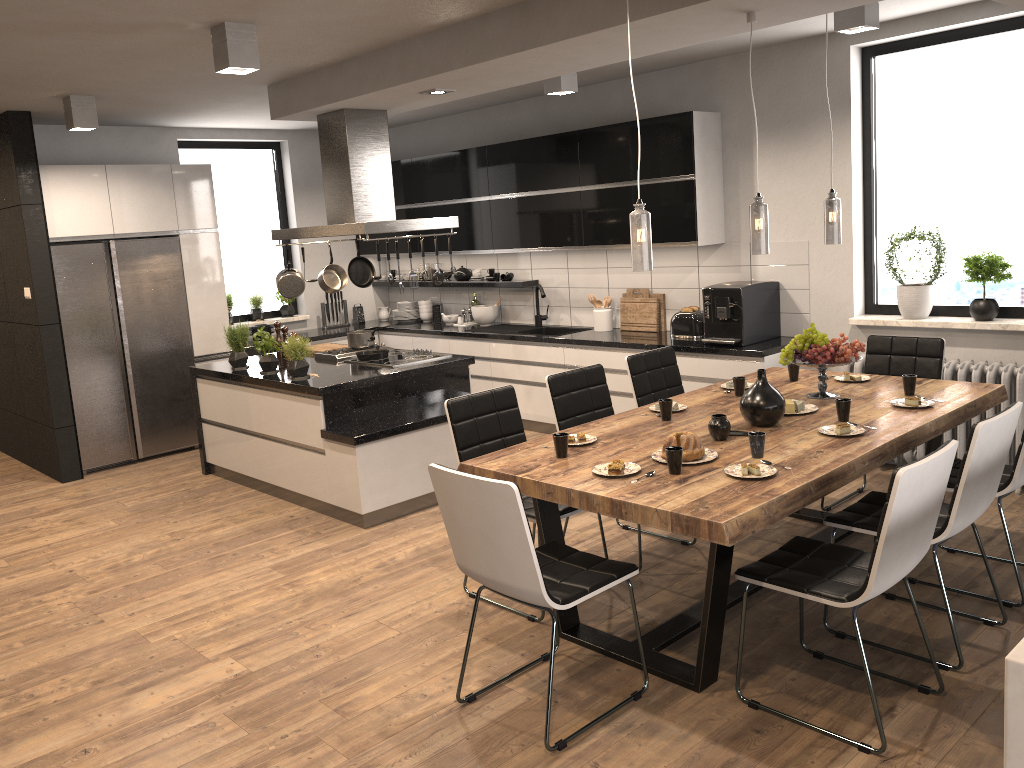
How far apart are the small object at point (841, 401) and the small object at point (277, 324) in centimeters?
428cm

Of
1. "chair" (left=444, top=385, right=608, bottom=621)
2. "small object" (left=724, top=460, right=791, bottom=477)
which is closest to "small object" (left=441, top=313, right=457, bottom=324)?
"chair" (left=444, top=385, right=608, bottom=621)

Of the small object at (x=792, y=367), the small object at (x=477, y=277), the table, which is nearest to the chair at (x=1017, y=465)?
the table

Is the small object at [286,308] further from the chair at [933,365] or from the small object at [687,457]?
the small object at [687,457]

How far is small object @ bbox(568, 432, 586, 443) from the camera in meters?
3.8

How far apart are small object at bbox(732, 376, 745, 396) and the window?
1.9 meters

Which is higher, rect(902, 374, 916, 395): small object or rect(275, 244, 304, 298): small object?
rect(275, 244, 304, 298): small object

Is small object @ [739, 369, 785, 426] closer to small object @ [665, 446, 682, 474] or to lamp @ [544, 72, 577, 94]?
small object @ [665, 446, 682, 474]

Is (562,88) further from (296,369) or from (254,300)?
(254,300)

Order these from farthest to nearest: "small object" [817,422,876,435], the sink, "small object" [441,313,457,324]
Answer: "small object" [441,313,457,324]
the sink
"small object" [817,422,876,435]
